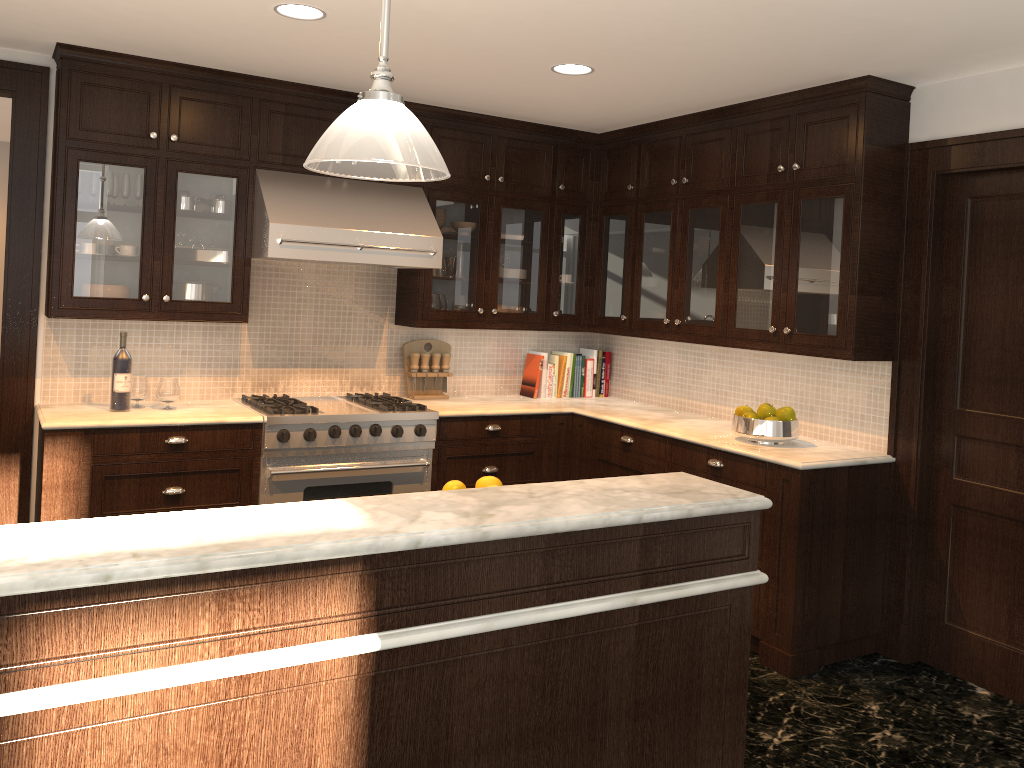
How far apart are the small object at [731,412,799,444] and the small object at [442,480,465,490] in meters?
2.0 m

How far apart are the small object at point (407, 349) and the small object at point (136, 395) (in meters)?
1.47

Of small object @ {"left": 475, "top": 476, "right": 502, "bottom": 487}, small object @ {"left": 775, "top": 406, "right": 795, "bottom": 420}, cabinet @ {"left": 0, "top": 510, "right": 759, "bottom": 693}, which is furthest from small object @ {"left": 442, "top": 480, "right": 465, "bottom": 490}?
small object @ {"left": 775, "top": 406, "right": 795, "bottom": 420}

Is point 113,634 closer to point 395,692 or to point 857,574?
point 395,692

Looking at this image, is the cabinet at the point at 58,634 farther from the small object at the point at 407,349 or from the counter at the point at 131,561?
the small object at the point at 407,349

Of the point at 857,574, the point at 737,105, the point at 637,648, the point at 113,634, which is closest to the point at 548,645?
the point at 637,648

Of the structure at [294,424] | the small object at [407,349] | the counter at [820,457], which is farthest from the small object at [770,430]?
the small object at [407,349]

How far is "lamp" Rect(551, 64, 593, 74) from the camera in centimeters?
389cm

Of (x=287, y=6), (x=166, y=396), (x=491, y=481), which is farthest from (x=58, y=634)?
(x=166, y=396)

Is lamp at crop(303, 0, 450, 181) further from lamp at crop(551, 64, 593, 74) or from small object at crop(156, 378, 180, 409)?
small object at crop(156, 378, 180, 409)
